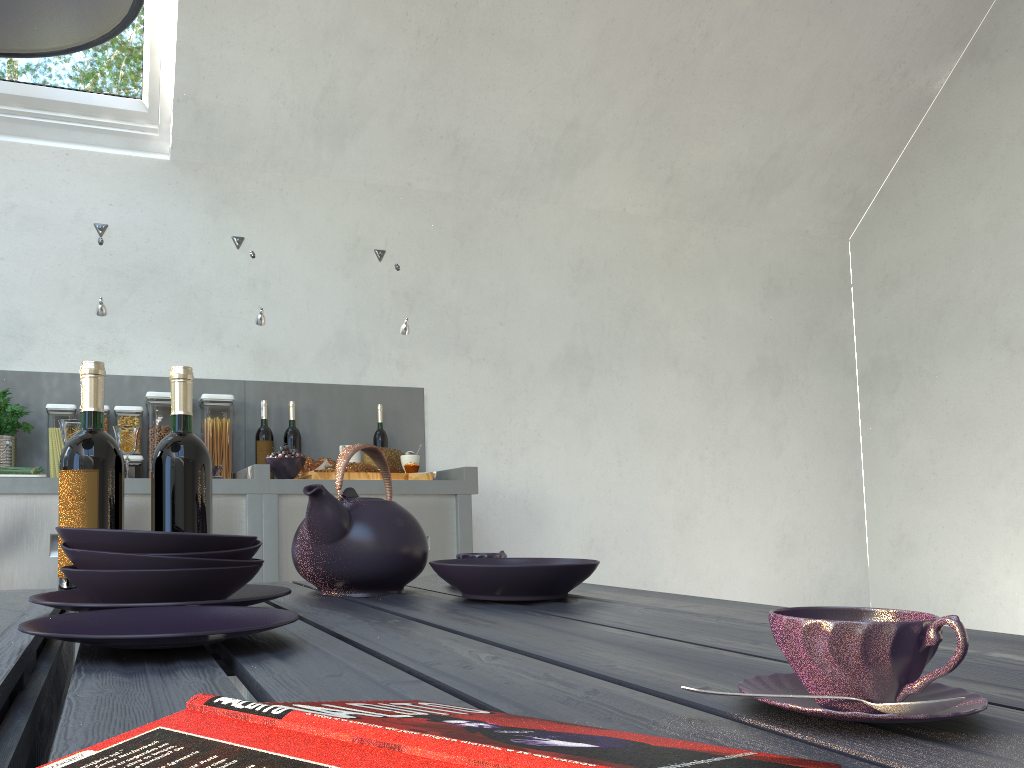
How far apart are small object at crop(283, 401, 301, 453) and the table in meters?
1.9 m

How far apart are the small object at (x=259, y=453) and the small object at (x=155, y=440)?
0.33m

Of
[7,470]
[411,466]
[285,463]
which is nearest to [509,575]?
[285,463]

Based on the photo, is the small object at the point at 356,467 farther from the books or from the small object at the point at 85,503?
the books

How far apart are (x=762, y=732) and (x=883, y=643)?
0.07m

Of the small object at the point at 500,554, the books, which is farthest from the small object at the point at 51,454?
the books

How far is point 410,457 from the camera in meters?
3.2

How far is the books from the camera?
0.3m

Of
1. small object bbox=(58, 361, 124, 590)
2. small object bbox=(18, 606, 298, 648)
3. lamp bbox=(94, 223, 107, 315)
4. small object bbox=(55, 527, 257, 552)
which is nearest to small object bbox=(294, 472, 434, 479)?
lamp bbox=(94, 223, 107, 315)

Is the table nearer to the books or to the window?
the books
